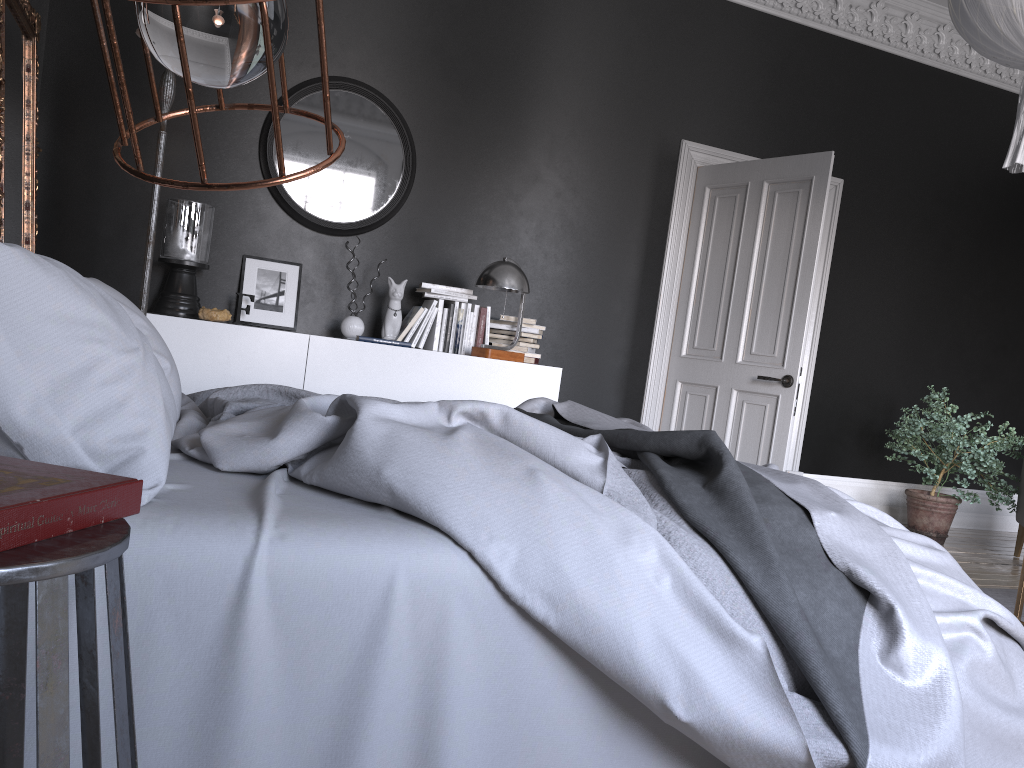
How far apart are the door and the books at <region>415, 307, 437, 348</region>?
1.9 meters

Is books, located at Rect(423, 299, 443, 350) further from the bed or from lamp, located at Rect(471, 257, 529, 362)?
the bed

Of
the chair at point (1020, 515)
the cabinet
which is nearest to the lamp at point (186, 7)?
the cabinet

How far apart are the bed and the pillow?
0.0 meters

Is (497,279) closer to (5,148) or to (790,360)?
(790,360)

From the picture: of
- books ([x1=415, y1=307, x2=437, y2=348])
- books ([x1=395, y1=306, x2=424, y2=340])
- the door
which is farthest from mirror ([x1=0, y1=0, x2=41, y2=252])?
the door

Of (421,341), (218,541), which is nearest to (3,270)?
(218,541)

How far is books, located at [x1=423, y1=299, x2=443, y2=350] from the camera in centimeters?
527cm

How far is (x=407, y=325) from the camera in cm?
516

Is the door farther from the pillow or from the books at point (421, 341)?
the pillow
